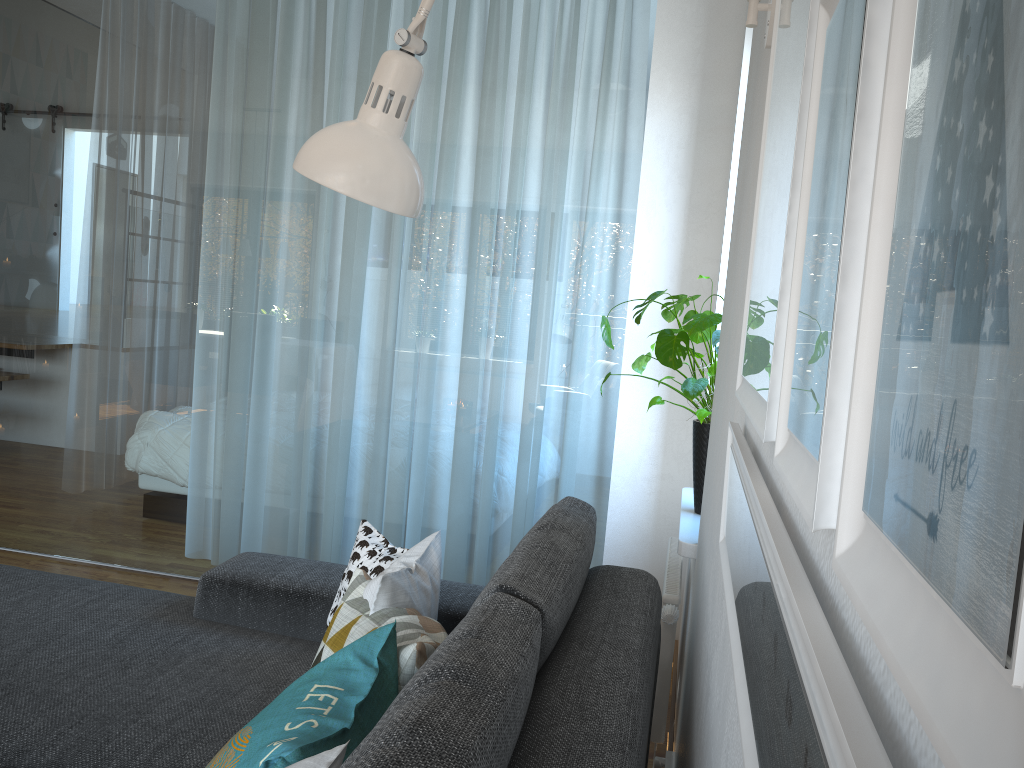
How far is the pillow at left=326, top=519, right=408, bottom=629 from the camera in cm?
182

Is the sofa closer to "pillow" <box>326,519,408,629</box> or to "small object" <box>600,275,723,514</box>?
"pillow" <box>326,519,408,629</box>

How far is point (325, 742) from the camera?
0.94m

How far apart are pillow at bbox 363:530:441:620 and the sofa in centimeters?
16cm

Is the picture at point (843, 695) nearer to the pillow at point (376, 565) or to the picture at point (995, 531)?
the picture at point (995, 531)

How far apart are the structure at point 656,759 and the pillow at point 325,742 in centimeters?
113cm

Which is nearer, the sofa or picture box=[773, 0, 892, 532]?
picture box=[773, 0, 892, 532]

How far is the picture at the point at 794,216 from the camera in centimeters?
55cm

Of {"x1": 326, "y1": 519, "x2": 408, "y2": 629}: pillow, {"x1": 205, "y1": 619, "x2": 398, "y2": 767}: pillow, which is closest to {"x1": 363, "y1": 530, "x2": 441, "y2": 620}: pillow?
{"x1": 326, "y1": 519, "x2": 408, "y2": 629}: pillow

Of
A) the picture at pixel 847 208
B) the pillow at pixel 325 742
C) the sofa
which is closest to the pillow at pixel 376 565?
the sofa
